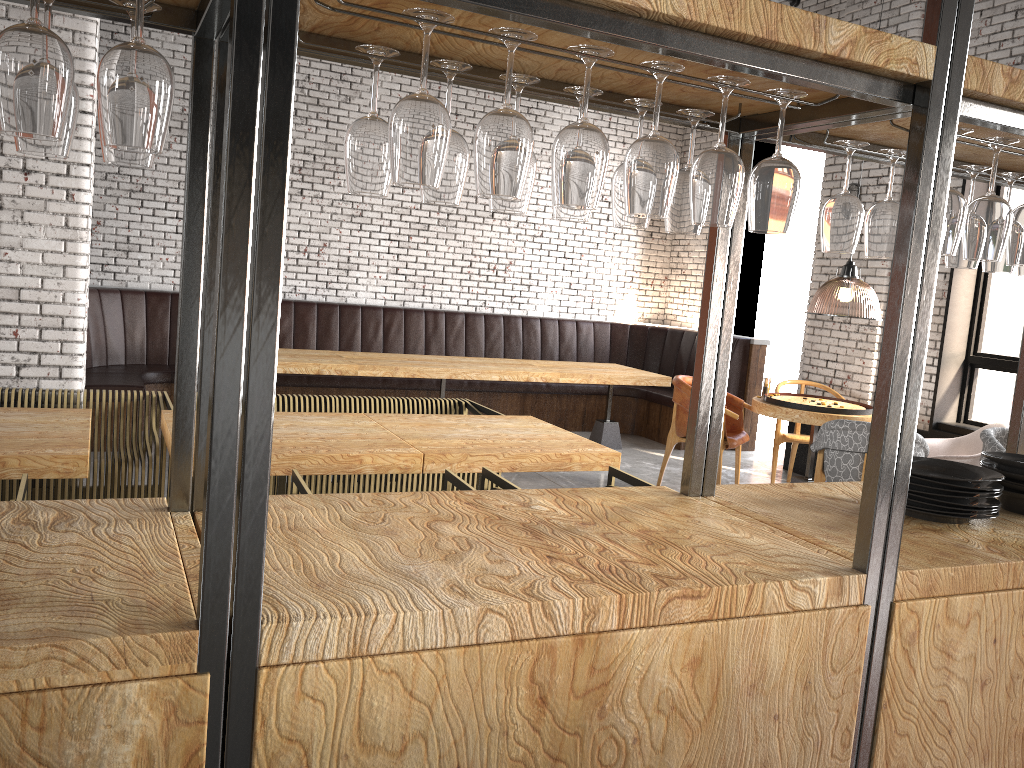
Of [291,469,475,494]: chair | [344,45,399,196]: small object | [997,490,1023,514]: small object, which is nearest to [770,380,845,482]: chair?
[291,469,475,494]: chair

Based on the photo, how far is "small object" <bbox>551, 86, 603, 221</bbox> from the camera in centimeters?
182cm

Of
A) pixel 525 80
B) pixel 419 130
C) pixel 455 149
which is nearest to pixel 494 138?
pixel 419 130

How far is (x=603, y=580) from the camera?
1.5 meters

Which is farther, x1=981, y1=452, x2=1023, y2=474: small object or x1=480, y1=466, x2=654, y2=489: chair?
x1=480, y1=466, x2=654, y2=489: chair

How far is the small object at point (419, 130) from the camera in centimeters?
136cm

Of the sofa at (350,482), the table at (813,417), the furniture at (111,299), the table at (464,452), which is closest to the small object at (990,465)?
the table at (464,452)

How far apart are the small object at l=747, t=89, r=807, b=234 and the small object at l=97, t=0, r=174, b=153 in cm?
105

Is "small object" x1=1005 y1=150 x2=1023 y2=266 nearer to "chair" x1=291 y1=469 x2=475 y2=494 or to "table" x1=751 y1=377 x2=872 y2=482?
→ "chair" x1=291 y1=469 x2=475 y2=494

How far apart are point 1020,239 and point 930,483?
0.6 meters
